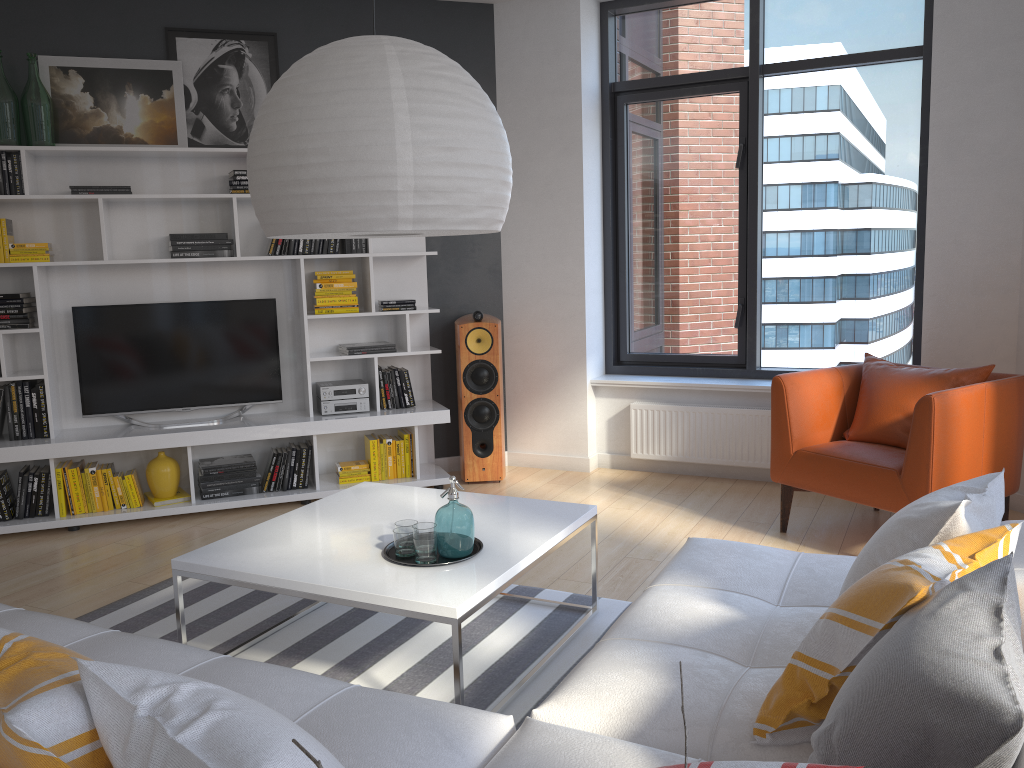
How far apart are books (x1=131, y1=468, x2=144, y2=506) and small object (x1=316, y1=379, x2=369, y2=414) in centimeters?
109cm

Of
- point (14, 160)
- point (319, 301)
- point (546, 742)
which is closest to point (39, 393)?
point (14, 160)

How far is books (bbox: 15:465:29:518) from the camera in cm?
480

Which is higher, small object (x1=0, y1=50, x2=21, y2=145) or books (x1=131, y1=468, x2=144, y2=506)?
small object (x1=0, y1=50, x2=21, y2=145)

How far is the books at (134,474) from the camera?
5.0m

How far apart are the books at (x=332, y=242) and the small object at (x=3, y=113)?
1.7 meters

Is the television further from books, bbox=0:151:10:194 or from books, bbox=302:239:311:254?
books, bbox=0:151:10:194

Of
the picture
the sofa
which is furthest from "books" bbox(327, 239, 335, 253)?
the sofa

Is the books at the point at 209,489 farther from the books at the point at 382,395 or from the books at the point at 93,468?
the books at the point at 382,395

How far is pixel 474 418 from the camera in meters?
5.5
